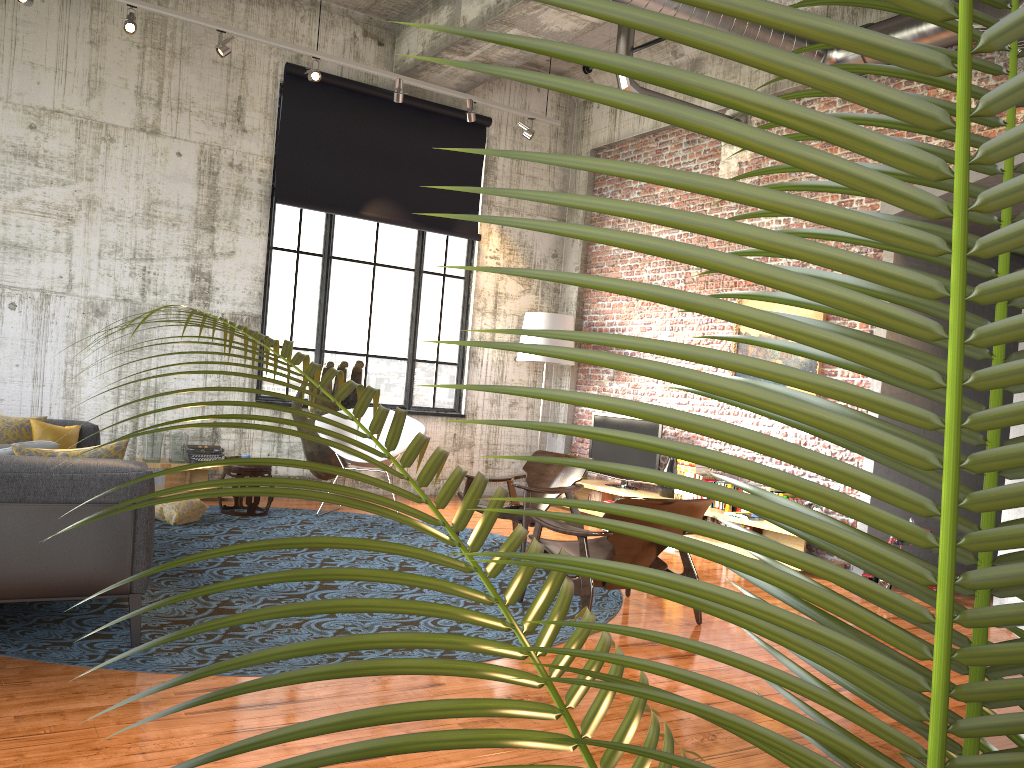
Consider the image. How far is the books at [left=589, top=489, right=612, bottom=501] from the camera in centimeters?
969cm

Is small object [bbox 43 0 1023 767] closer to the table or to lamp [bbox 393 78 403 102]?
the table

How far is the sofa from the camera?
3.76m

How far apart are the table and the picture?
5.4 meters

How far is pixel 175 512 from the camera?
7.1m

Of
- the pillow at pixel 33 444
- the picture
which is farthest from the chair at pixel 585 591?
the picture

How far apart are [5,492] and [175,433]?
4.73m

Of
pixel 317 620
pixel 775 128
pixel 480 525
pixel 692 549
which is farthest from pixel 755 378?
pixel 692 549

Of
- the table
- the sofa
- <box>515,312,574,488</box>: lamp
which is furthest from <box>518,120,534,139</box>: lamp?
the sofa

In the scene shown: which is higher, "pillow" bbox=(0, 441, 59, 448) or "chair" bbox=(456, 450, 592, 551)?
"pillow" bbox=(0, 441, 59, 448)
